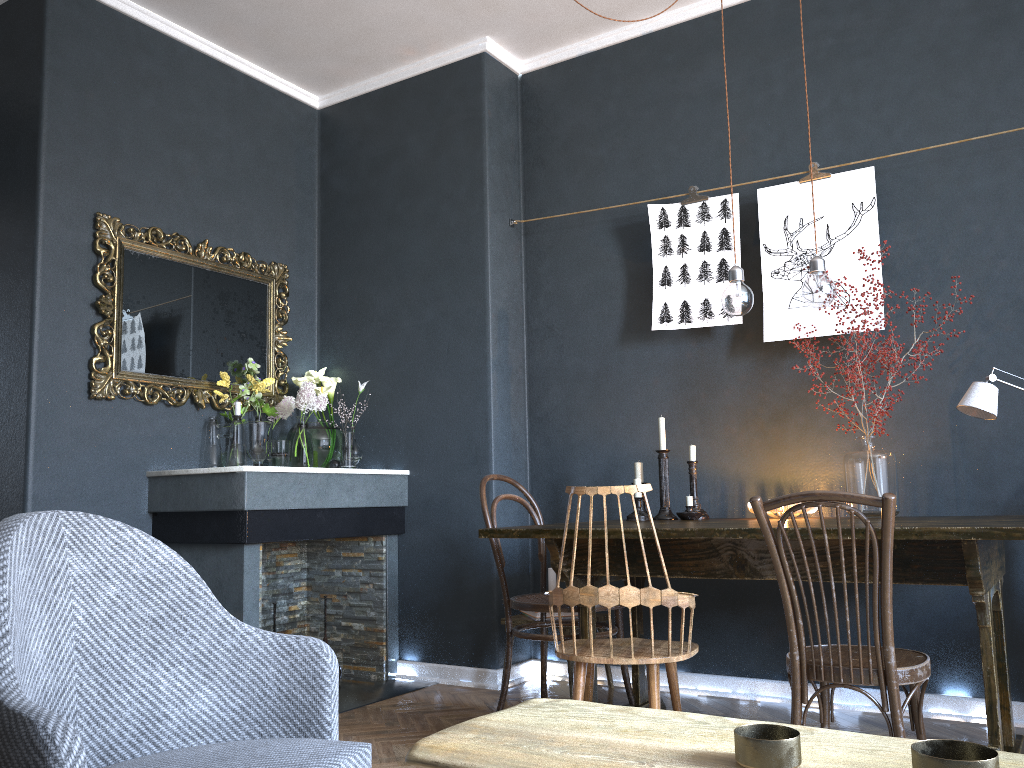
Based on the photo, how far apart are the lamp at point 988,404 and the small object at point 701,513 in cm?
97

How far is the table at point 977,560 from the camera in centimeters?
223cm

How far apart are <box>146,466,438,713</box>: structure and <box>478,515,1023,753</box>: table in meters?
1.1

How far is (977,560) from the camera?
2.2 meters

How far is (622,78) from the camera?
4.18m

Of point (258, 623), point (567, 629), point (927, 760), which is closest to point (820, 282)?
point (567, 629)

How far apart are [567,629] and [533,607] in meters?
0.6

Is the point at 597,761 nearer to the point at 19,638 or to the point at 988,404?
the point at 19,638

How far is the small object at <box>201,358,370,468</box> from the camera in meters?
3.9 m

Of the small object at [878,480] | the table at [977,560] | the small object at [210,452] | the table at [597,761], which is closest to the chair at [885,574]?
the table at [977,560]
